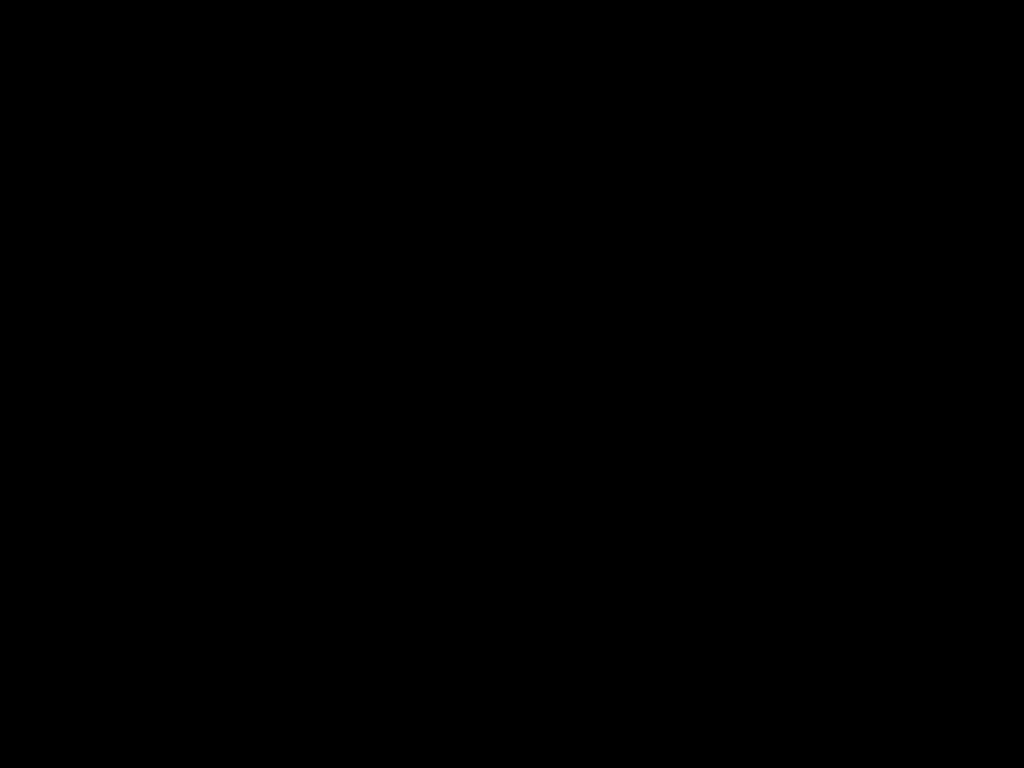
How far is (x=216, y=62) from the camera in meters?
0.4
